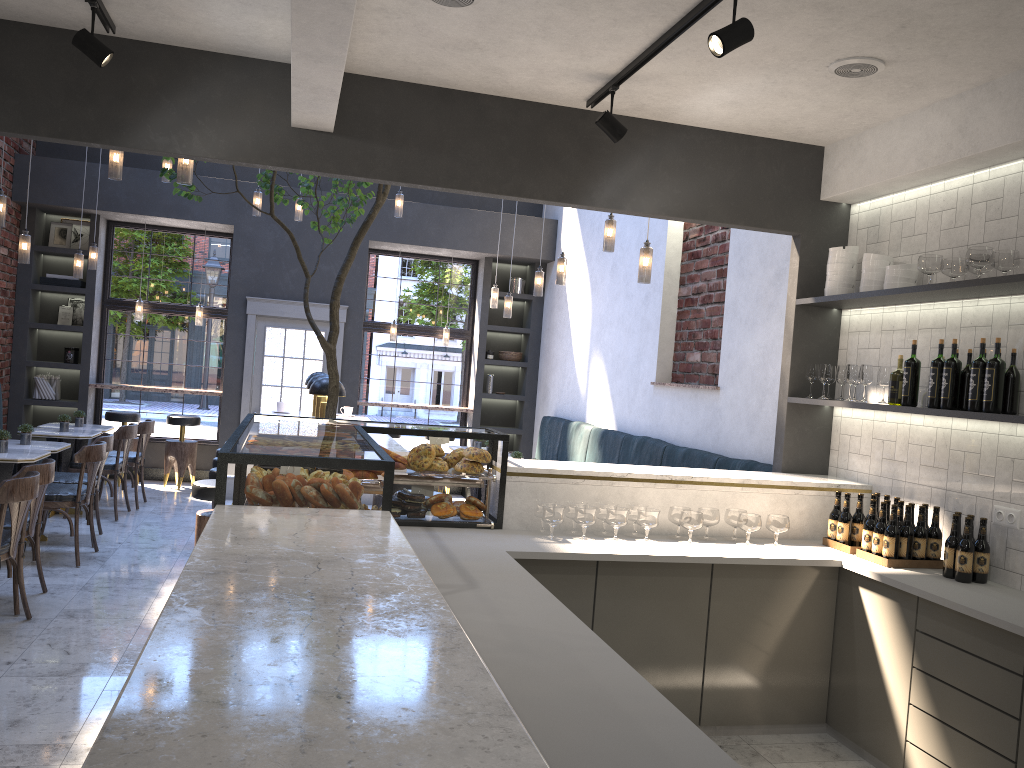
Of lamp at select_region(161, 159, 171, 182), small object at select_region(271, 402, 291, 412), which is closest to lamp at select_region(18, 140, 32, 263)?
lamp at select_region(161, 159, 171, 182)

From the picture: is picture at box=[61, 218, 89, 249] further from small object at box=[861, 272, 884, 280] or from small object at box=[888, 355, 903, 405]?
small object at box=[888, 355, 903, 405]

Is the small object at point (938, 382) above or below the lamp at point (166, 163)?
below

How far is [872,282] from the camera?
4.54m

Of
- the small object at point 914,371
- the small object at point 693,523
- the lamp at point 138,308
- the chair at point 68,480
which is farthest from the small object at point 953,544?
the lamp at point 138,308

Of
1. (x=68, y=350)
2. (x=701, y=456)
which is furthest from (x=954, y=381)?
(x=68, y=350)

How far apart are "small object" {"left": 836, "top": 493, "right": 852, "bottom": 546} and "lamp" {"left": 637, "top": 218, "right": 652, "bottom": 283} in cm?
184

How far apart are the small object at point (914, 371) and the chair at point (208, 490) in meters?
4.1 m

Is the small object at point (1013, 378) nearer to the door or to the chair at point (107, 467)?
the chair at point (107, 467)

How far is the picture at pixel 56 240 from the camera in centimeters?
1010cm
